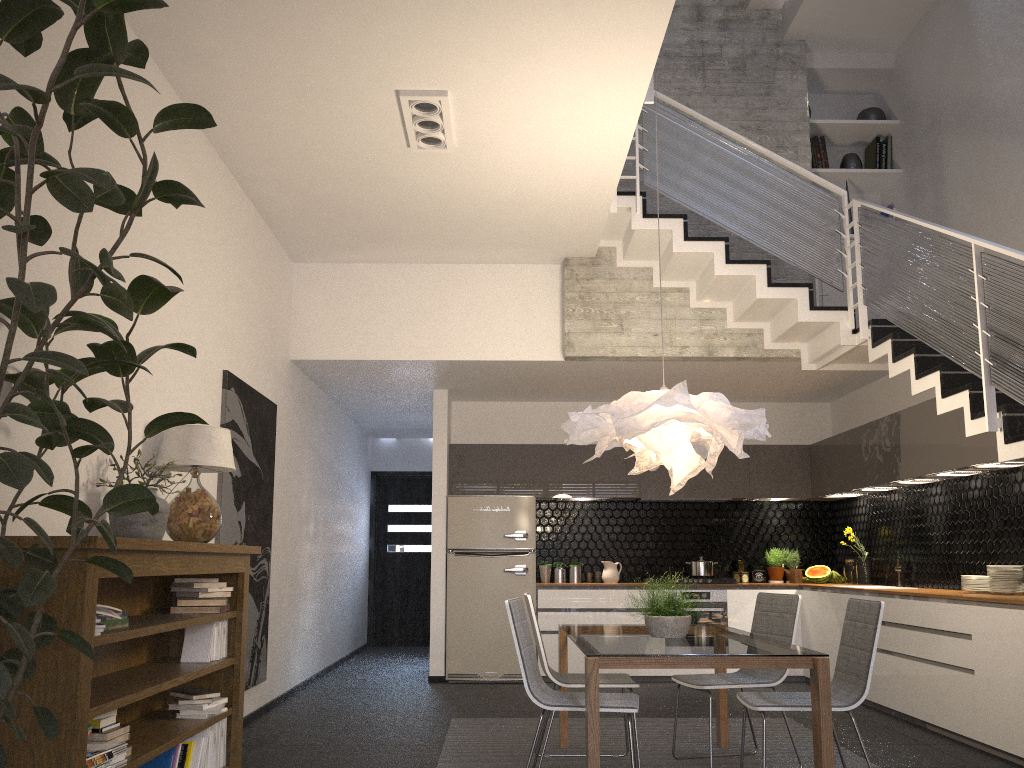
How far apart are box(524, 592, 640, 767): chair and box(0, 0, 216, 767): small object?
2.3m

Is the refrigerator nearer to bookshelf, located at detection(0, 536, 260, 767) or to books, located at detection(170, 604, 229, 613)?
bookshelf, located at detection(0, 536, 260, 767)

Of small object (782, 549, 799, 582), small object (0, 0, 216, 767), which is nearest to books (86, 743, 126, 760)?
small object (0, 0, 216, 767)

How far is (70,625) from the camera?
2.7 meters

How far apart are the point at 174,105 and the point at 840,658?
3.7 meters

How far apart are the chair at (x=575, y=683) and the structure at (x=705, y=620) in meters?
3.5

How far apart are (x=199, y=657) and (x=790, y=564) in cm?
616

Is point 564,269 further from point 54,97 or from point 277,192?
point 54,97

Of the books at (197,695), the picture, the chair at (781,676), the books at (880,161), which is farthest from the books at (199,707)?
the books at (880,161)

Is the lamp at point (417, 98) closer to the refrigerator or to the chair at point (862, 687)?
the chair at point (862, 687)
